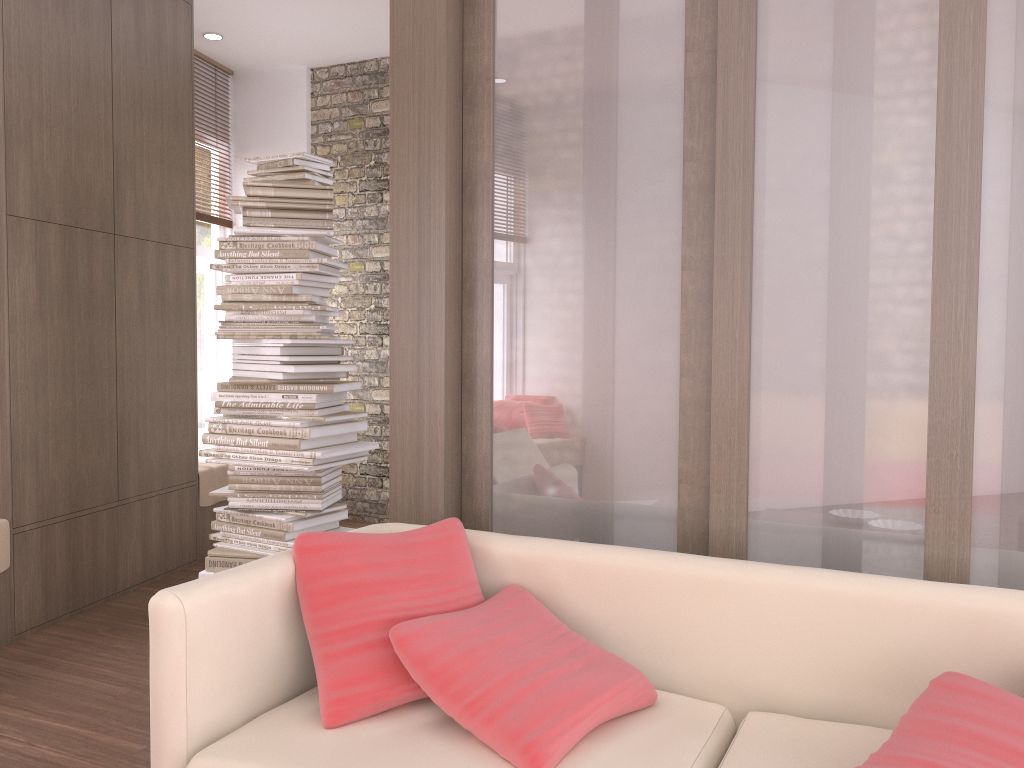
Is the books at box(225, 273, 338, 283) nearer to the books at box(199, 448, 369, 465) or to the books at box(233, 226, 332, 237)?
the books at box(233, 226, 332, 237)

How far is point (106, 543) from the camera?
4.33m

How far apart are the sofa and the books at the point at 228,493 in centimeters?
142cm

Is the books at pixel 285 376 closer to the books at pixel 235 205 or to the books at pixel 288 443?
the books at pixel 288 443

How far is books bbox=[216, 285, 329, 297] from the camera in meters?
3.7

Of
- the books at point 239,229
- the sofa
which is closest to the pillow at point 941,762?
the sofa

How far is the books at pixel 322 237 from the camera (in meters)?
3.71

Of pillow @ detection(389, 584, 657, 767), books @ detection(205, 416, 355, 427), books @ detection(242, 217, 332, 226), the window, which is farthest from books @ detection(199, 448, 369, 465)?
the window

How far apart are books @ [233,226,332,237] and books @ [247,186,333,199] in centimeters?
15cm

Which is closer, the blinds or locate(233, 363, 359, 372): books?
locate(233, 363, 359, 372): books
